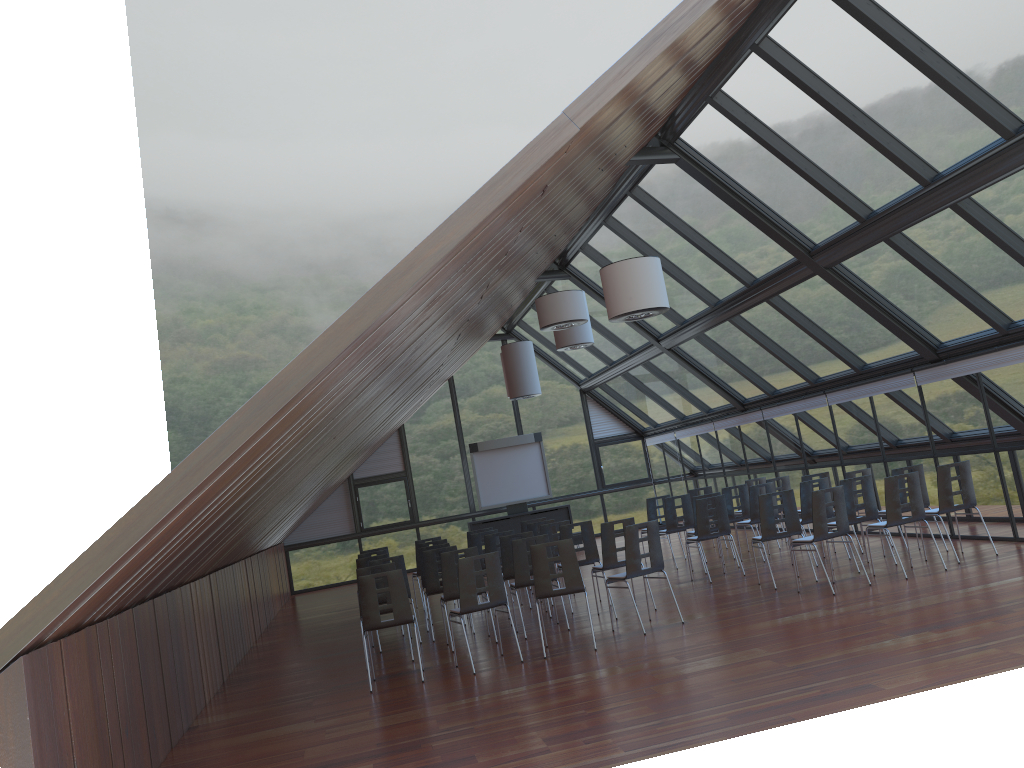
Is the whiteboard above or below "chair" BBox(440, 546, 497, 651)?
above

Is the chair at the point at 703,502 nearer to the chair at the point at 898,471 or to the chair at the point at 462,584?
the chair at the point at 898,471

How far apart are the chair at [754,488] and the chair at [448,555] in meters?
5.2 m

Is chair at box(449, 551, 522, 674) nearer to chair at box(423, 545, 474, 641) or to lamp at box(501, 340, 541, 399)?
chair at box(423, 545, 474, 641)

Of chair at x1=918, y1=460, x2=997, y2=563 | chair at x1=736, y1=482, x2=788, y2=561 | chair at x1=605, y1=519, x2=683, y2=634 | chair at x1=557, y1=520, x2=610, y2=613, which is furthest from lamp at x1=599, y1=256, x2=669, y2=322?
chair at x1=736, y1=482, x2=788, y2=561

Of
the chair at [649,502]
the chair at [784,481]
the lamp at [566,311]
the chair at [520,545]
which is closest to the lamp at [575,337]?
the lamp at [566,311]

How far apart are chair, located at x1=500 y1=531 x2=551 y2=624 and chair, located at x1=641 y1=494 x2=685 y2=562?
4.6 meters

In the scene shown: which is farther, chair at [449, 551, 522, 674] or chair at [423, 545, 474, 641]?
chair at [423, 545, 474, 641]

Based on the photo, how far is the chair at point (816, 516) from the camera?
10.30m

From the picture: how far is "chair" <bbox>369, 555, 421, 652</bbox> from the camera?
11.87m
